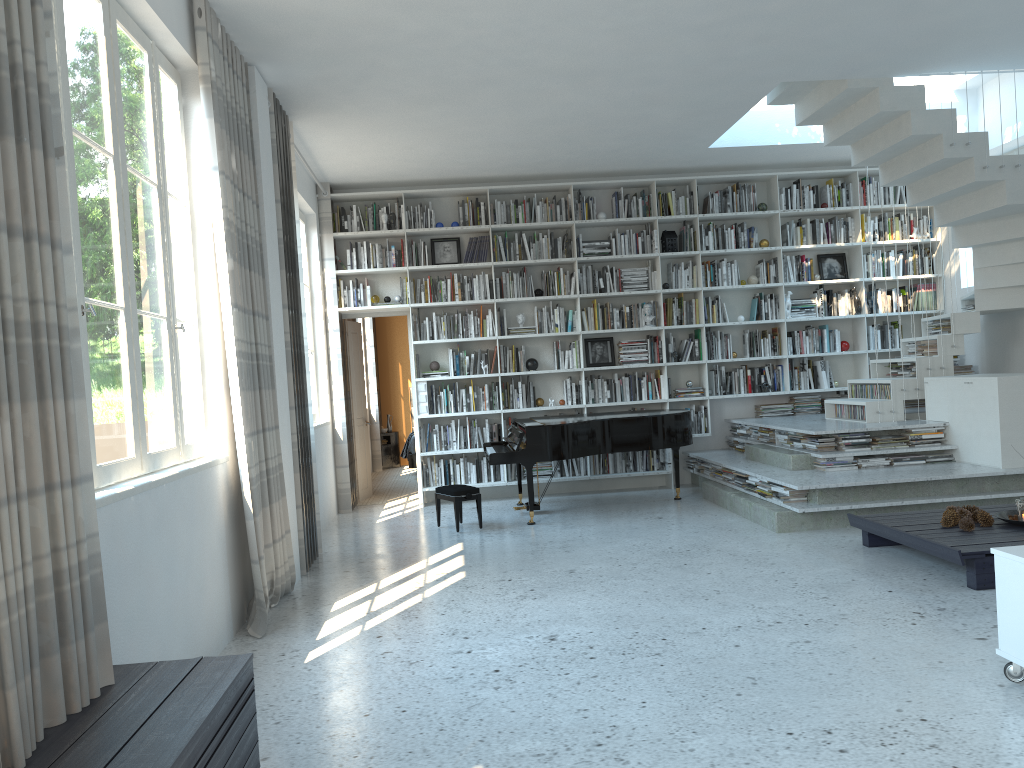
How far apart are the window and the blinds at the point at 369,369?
8.1m

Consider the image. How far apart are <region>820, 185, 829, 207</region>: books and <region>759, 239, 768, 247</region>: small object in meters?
0.8 m

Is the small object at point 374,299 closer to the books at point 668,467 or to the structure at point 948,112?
the books at point 668,467

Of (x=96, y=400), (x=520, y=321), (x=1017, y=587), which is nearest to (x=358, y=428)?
(x=520, y=321)

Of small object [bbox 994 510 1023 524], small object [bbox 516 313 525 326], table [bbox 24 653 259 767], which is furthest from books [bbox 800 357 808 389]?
table [bbox 24 653 259 767]

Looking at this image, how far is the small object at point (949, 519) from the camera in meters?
5.1

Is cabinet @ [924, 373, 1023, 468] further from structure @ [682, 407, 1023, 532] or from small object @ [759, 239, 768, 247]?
small object @ [759, 239, 768, 247]

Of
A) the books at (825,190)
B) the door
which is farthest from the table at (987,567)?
the door

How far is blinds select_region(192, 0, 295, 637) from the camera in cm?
444

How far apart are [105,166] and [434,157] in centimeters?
472cm
